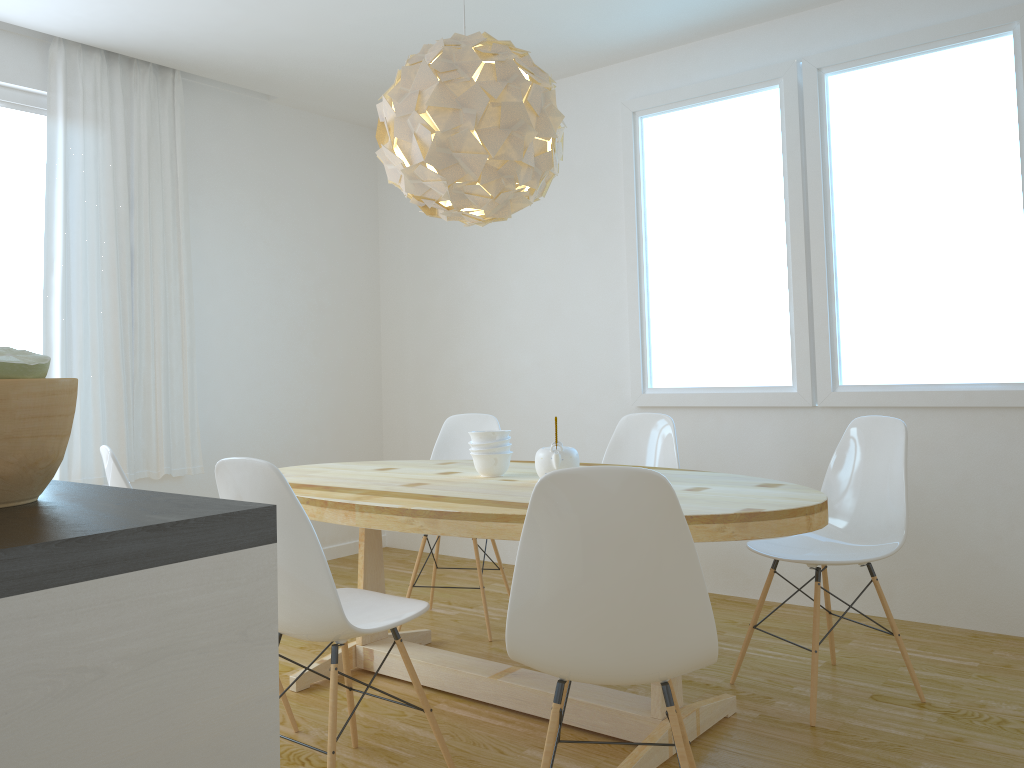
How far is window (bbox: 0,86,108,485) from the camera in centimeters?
404cm

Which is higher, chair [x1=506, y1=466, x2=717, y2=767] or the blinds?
the blinds

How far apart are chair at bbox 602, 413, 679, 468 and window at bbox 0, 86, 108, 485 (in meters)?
2.69

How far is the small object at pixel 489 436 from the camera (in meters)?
3.06

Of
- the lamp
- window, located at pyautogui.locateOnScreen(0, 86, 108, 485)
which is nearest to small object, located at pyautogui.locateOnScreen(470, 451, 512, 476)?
the lamp

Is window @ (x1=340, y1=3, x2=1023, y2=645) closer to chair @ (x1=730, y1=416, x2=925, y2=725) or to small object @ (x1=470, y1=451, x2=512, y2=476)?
chair @ (x1=730, y1=416, x2=925, y2=725)

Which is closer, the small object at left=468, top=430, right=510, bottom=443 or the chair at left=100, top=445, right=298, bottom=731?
the chair at left=100, top=445, right=298, bottom=731

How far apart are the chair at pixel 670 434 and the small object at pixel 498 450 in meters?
0.9

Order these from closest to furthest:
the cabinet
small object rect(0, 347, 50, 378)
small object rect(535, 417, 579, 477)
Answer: the cabinet < small object rect(0, 347, 50, 378) < small object rect(535, 417, 579, 477)

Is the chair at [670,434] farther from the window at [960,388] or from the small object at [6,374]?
the small object at [6,374]
